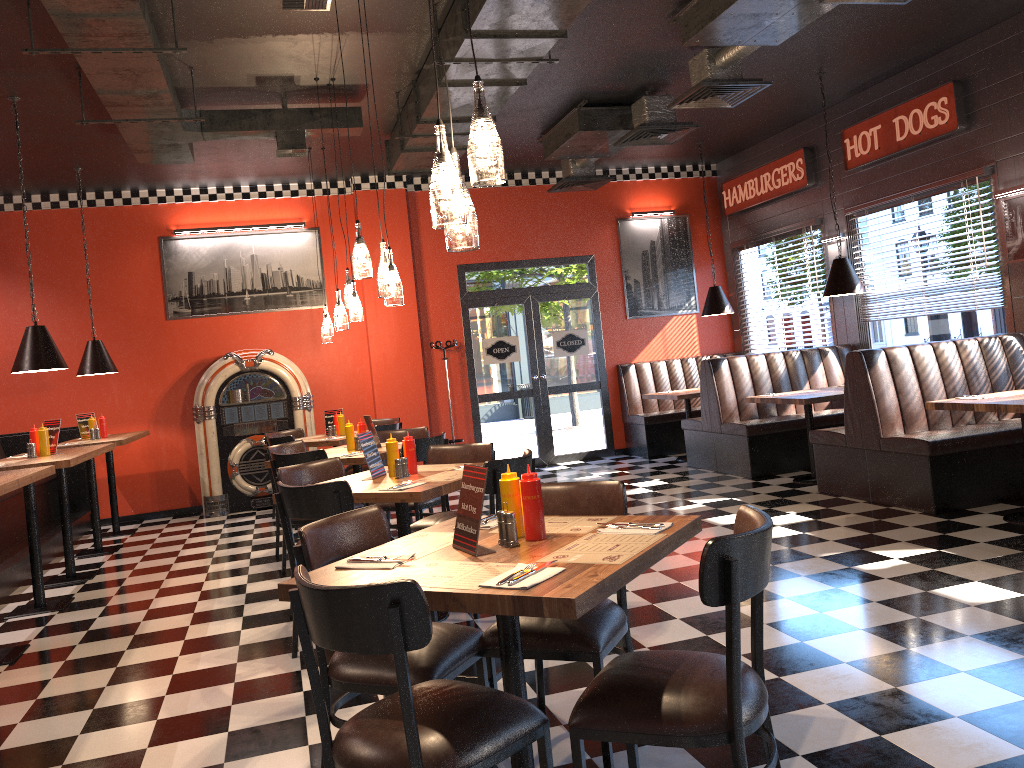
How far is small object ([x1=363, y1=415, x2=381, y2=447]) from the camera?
6.9 meters

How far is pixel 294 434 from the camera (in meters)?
9.25

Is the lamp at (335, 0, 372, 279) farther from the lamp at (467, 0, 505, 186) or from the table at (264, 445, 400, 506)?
the lamp at (467, 0, 505, 186)

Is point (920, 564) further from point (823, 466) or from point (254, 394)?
point (254, 394)

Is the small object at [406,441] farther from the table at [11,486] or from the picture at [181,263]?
the picture at [181,263]

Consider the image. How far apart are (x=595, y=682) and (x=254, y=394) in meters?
7.9

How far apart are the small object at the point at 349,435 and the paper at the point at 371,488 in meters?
2.3 m

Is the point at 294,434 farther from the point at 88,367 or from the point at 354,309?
the point at 354,309

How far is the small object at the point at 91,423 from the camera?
8.6m

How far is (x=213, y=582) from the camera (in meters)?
6.31
